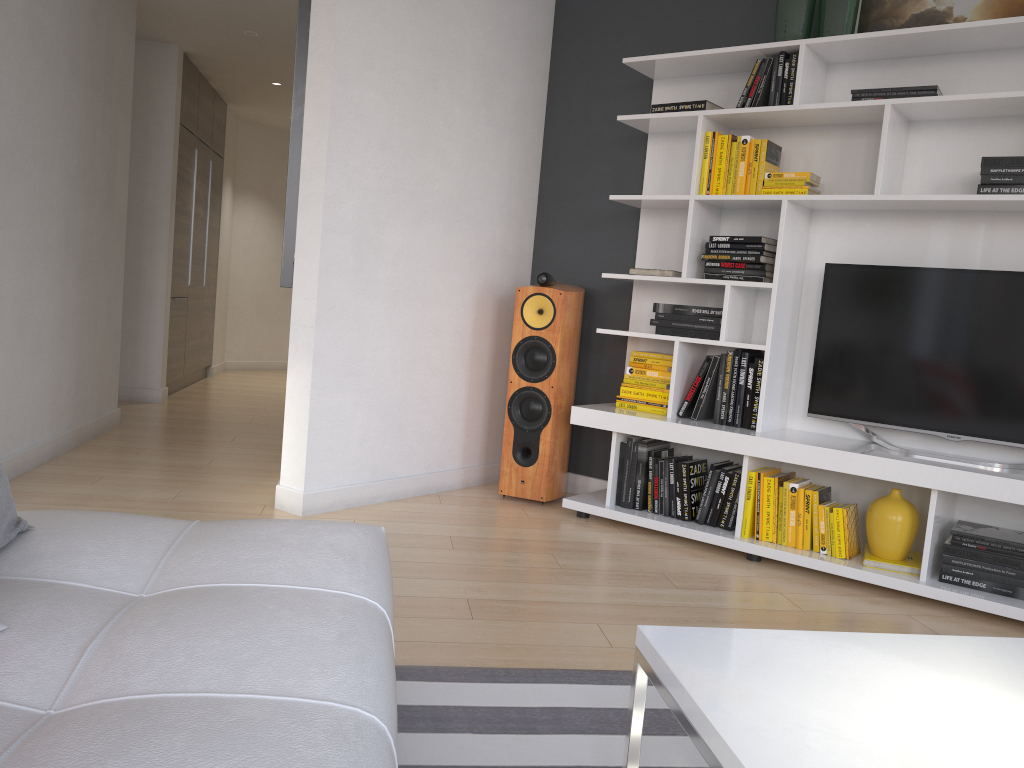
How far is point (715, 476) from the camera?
3.7m

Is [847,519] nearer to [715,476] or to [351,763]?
[715,476]

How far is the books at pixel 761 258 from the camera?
3.6 meters

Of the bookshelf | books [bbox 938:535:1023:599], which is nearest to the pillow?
the bookshelf

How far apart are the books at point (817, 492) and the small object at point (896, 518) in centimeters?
19cm

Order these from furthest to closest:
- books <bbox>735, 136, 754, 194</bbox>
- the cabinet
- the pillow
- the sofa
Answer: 1. the cabinet
2. books <bbox>735, 136, 754, 194</bbox>
3. the pillow
4. the sofa

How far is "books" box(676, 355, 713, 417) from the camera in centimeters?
379cm

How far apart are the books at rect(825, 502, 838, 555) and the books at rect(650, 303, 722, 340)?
0.8m

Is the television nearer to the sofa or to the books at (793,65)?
the books at (793,65)

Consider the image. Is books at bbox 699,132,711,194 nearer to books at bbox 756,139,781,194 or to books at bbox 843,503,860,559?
books at bbox 756,139,781,194
